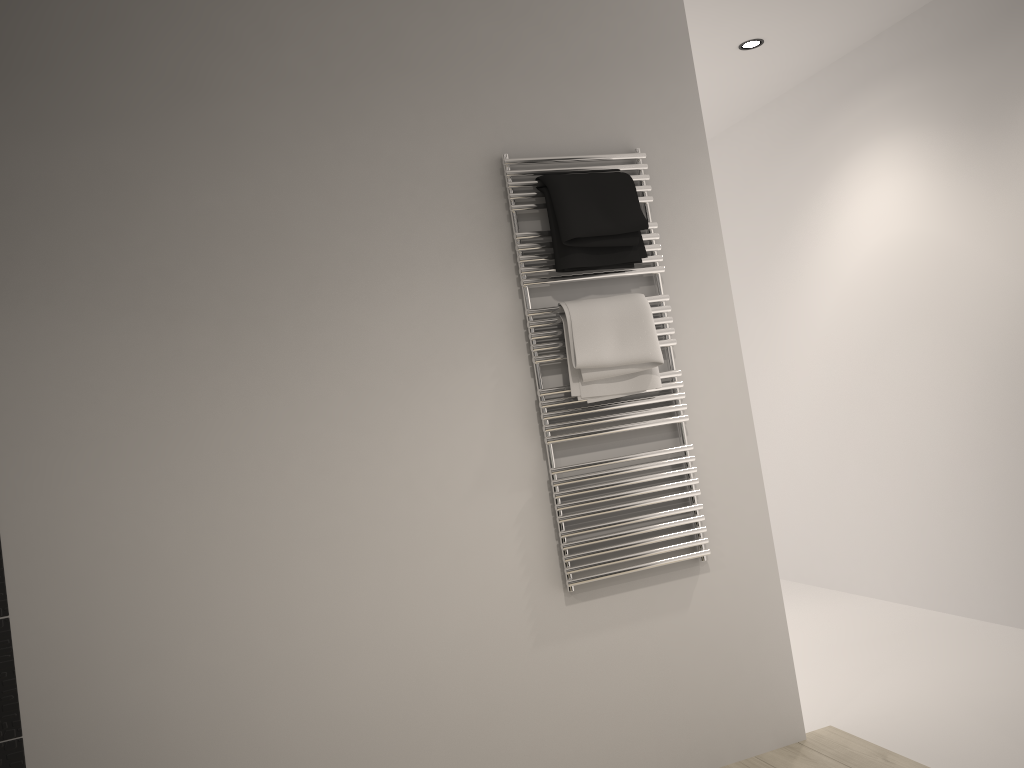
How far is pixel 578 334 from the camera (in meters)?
2.56

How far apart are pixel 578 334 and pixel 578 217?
0.33m

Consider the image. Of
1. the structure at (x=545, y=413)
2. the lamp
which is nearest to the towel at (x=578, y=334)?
the structure at (x=545, y=413)

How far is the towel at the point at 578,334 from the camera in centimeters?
256cm

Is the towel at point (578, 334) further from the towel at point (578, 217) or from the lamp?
the lamp

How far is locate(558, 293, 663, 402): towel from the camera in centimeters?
256cm

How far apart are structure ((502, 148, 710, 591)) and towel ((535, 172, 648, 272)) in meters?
0.0

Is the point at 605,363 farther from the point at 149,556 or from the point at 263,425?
the point at 149,556

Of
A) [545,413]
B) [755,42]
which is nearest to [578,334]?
[545,413]

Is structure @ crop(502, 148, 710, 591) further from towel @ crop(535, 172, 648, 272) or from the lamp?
the lamp
